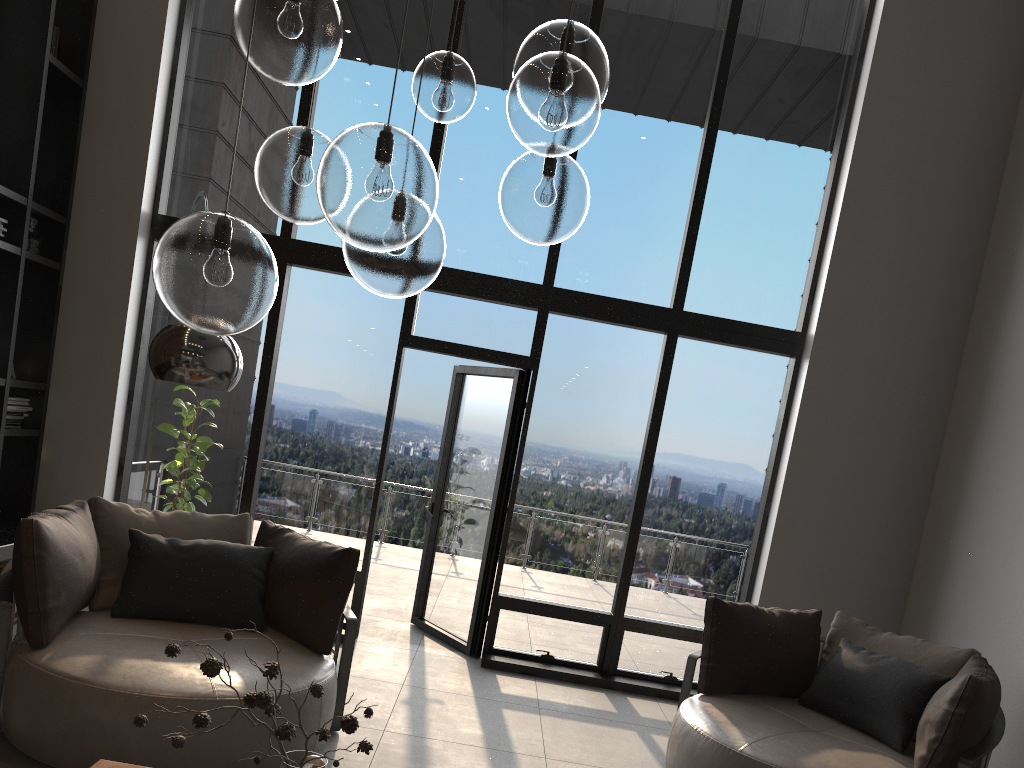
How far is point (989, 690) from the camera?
3.5m

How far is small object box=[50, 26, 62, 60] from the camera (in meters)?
5.42

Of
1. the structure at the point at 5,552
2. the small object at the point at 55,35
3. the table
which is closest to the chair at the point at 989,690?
the table

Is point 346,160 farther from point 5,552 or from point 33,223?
point 33,223

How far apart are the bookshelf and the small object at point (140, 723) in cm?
381

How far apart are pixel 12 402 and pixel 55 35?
2.3m

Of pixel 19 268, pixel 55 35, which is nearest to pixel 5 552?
pixel 19 268

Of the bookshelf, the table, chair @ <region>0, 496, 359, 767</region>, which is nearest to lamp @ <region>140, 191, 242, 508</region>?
chair @ <region>0, 496, 359, 767</region>

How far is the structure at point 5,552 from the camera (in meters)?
4.69

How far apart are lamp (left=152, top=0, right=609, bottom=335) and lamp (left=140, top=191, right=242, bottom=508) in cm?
90
